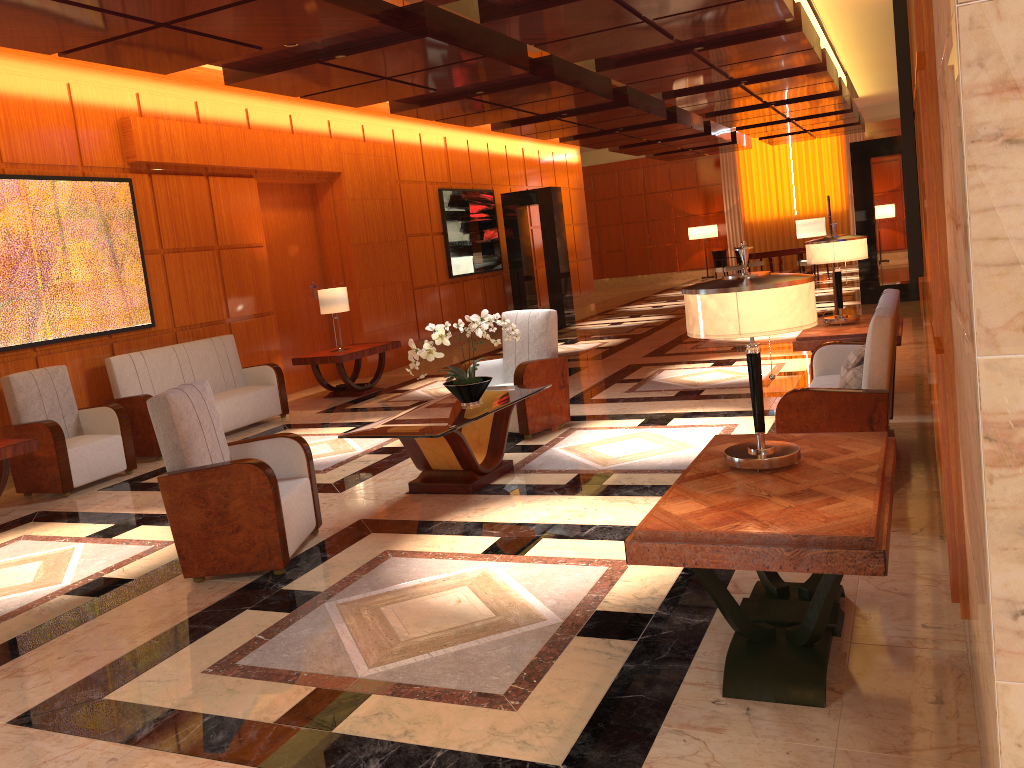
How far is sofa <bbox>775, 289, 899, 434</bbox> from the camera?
4.4 meters

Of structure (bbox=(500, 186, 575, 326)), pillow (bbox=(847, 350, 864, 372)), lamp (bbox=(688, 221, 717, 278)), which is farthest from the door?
lamp (bbox=(688, 221, 717, 278))

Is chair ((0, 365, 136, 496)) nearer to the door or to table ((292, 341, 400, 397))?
table ((292, 341, 400, 397))

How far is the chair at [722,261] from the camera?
20.9 meters

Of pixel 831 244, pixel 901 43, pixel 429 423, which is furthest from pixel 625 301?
pixel 901 43

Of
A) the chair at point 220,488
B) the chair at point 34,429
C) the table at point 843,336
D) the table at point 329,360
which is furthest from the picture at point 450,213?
the chair at point 220,488

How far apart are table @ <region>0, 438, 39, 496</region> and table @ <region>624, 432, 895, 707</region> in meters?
5.0

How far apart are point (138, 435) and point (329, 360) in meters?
2.6

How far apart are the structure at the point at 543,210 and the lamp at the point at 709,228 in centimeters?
1008cm

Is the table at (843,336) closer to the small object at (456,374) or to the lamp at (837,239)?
the lamp at (837,239)
